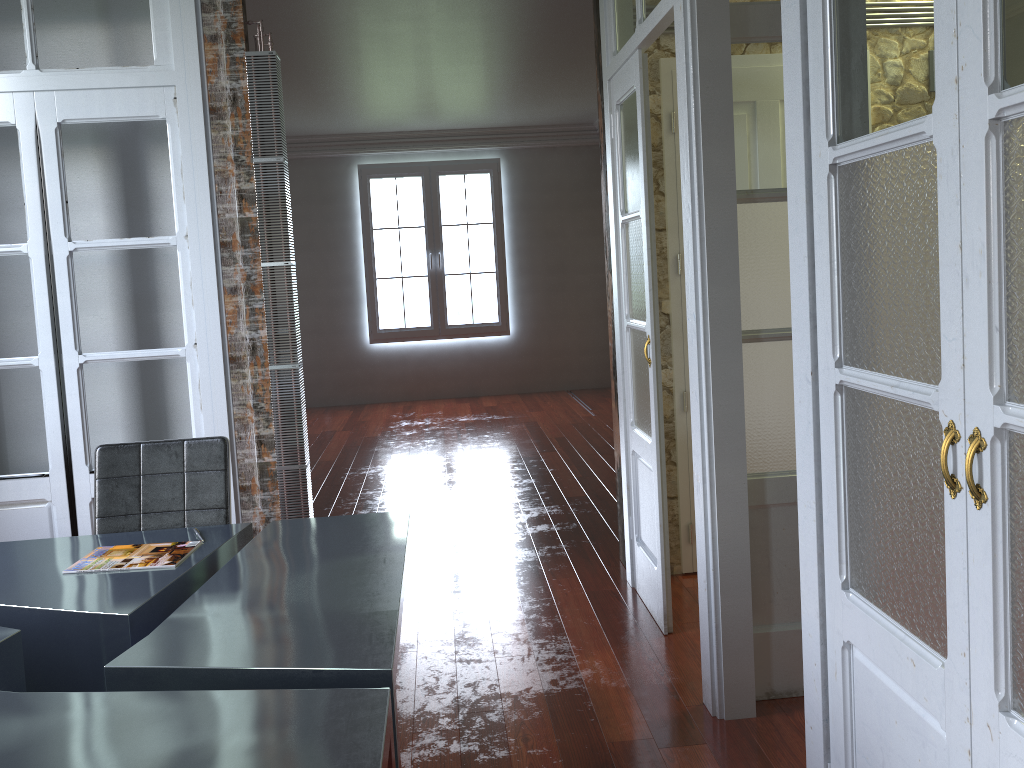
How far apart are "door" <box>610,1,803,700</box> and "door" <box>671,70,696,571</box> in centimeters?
32cm

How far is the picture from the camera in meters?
→ 9.7 m

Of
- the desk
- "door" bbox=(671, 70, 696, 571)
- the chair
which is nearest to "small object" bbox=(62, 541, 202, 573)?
the desk

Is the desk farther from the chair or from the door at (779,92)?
the door at (779,92)

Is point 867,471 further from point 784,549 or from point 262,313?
point 262,313

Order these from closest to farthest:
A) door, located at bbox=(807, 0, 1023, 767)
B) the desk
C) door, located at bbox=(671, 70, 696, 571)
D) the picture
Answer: door, located at bbox=(807, 0, 1023, 767) < the desk < door, located at bbox=(671, 70, 696, 571) < the picture

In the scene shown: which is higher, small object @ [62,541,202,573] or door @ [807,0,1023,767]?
door @ [807,0,1023,767]

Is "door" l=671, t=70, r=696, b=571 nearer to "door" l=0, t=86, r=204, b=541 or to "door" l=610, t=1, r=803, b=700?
"door" l=610, t=1, r=803, b=700

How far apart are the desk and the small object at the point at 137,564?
0.0m

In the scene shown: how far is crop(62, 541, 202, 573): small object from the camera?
2.4m
